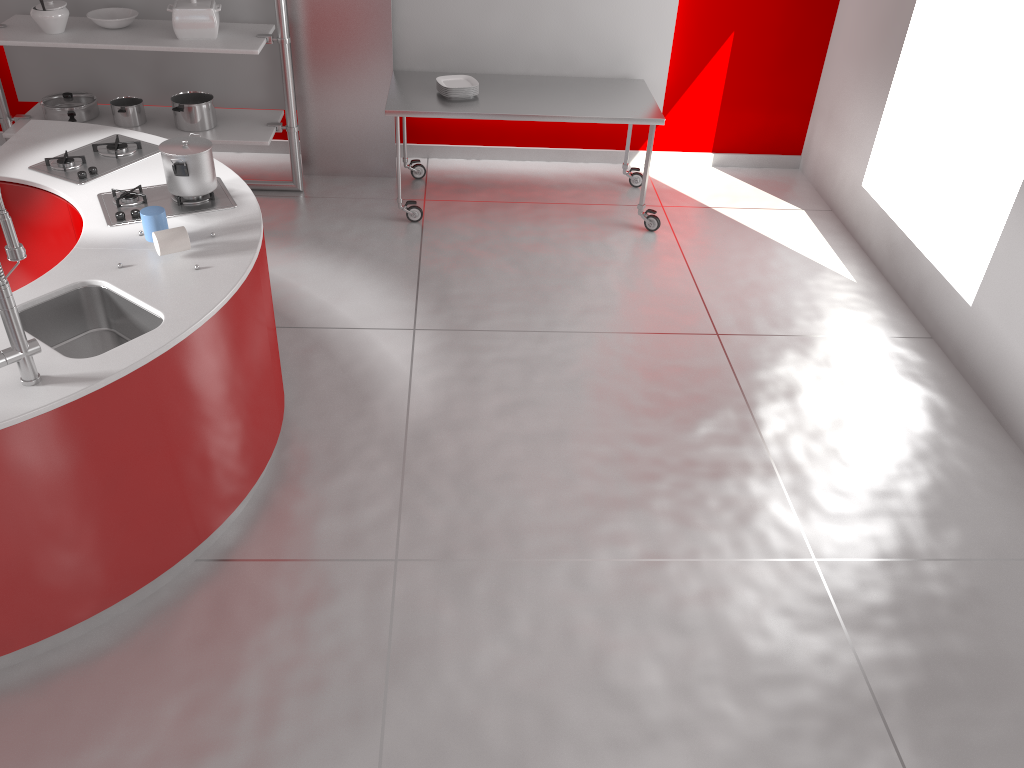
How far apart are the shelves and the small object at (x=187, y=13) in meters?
0.0

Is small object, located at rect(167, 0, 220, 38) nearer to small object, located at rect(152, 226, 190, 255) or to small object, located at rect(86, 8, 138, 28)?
small object, located at rect(86, 8, 138, 28)

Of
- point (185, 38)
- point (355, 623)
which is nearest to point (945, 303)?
point (355, 623)

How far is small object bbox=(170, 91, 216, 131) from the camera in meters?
5.1

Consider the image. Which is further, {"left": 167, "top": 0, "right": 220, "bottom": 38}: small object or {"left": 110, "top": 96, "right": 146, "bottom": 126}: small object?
{"left": 110, "top": 96, "right": 146, "bottom": 126}: small object

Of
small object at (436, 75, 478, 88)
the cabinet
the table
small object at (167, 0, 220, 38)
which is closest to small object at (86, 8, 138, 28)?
small object at (167, 0, 220, 38)

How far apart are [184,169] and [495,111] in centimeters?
215cm

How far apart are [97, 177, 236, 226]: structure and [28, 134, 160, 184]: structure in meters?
0.2 m

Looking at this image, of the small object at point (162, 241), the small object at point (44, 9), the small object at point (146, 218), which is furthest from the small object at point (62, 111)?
the small object at point (162, 241)

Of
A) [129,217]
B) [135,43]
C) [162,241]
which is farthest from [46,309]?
[135,43]
